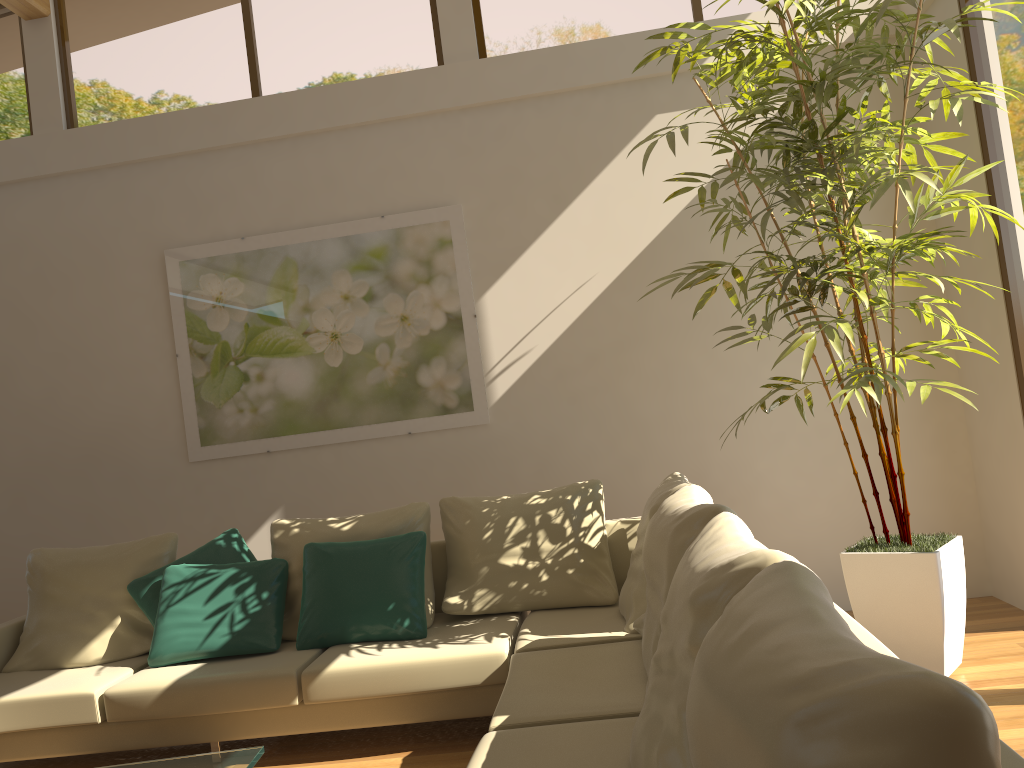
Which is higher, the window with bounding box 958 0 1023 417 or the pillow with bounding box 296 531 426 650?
the window with bounding box 958 0 1023 417

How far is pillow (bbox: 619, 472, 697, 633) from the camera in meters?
3.5

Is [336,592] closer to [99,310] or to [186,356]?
[186,356]

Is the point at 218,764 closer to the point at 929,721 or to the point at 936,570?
the point at 929,721

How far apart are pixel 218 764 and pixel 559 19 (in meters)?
4.36

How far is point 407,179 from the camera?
5.2m

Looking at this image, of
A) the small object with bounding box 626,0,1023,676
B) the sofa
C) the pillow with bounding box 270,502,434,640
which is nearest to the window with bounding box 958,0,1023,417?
the small object with bounding box 626,0,1023,676

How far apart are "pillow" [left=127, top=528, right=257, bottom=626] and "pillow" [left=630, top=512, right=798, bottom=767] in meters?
2.7 m

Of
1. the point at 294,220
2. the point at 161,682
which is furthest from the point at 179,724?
the point at 294,220

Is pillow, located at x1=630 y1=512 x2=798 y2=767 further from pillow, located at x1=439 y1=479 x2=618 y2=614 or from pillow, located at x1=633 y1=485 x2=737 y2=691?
Result: pillow, located at x1=439 y1=479 x2=618 y2=614
